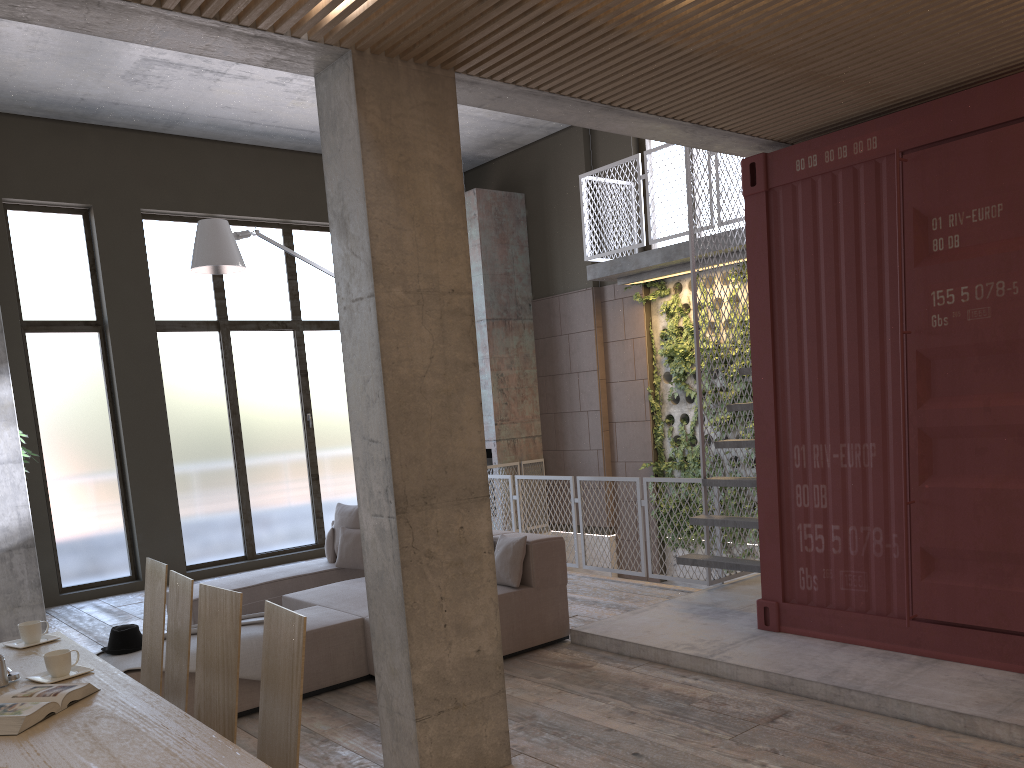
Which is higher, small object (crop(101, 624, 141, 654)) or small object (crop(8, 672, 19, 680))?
small object (crop(8, 672, 19, 680))

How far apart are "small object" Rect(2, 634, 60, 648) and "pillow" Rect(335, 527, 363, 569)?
3.75m

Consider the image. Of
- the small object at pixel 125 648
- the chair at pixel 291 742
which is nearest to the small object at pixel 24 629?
the small object at pixel 125 648

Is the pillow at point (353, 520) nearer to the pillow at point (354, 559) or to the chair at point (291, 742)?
the pillow at point (354, 559)

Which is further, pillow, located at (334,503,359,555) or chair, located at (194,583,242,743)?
pillow, located at (334,503,359,555)

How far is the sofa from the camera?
5.48m

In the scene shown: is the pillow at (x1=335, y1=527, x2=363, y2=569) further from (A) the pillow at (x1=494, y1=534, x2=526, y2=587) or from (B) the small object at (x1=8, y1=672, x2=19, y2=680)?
(B) the small object at (x1=8, y1=672, x2=19, y2=680)

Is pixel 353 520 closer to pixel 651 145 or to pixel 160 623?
pixel 160 623

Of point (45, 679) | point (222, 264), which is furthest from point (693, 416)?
point (45, 679)

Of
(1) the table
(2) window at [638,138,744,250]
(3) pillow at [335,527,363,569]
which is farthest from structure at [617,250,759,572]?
(1) the table
